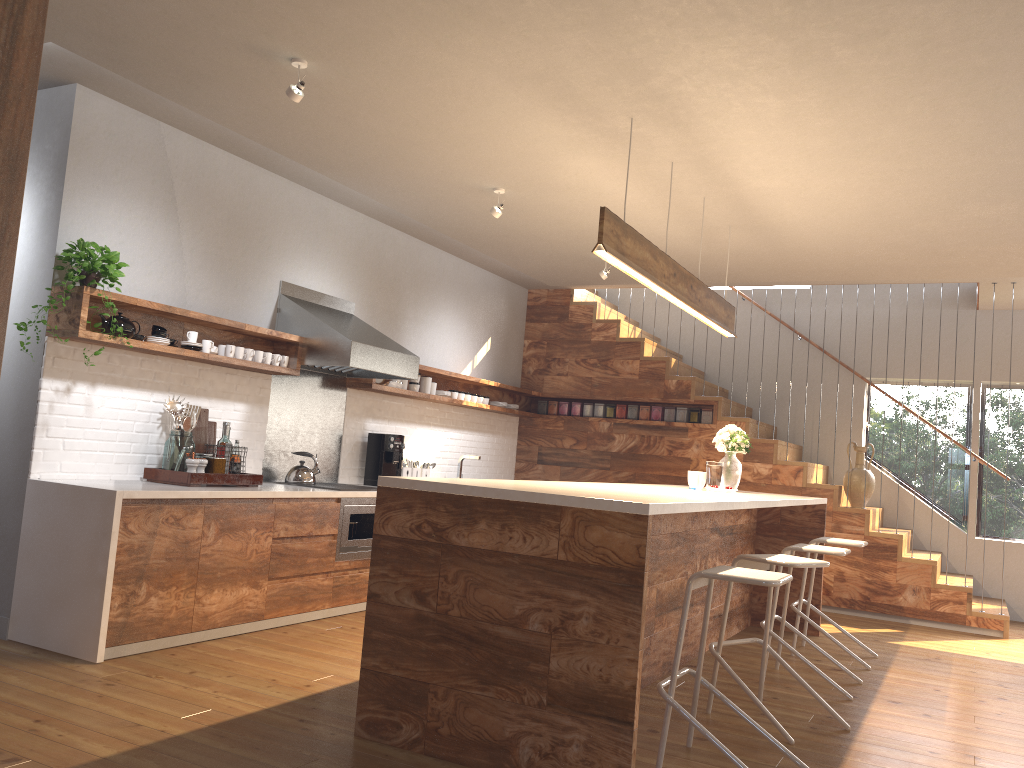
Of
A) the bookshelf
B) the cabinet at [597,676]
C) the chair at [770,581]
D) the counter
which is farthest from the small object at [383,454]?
the bookshelf

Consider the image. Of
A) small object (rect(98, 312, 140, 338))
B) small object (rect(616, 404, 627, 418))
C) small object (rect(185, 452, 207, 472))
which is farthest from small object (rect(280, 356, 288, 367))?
small object (rect(616, 404, 627, 418))

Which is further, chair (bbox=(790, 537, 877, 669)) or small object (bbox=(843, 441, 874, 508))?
small object (bbox=(843, 441, 874, 508))

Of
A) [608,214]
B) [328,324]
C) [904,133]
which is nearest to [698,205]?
[904,133]

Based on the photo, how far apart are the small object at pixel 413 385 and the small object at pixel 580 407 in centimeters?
209cm

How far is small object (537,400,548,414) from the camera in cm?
892

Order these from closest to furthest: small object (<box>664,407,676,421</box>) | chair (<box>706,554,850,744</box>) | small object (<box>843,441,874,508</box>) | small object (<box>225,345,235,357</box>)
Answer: chair (<box>706,554,850,744</box>) → small object (<box>225,345,235,357</box>) → small object (<box>843,441,874,508</box>) → small object (<box>664,407,676,421</box>)

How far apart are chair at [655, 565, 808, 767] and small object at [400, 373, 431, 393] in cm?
393

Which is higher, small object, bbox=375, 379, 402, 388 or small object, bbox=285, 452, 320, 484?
small object, bbox=375, 379, 402, 388

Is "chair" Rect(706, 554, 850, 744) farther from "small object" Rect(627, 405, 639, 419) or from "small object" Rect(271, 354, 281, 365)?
"small object" Rect(627, 405, 639, 419)
